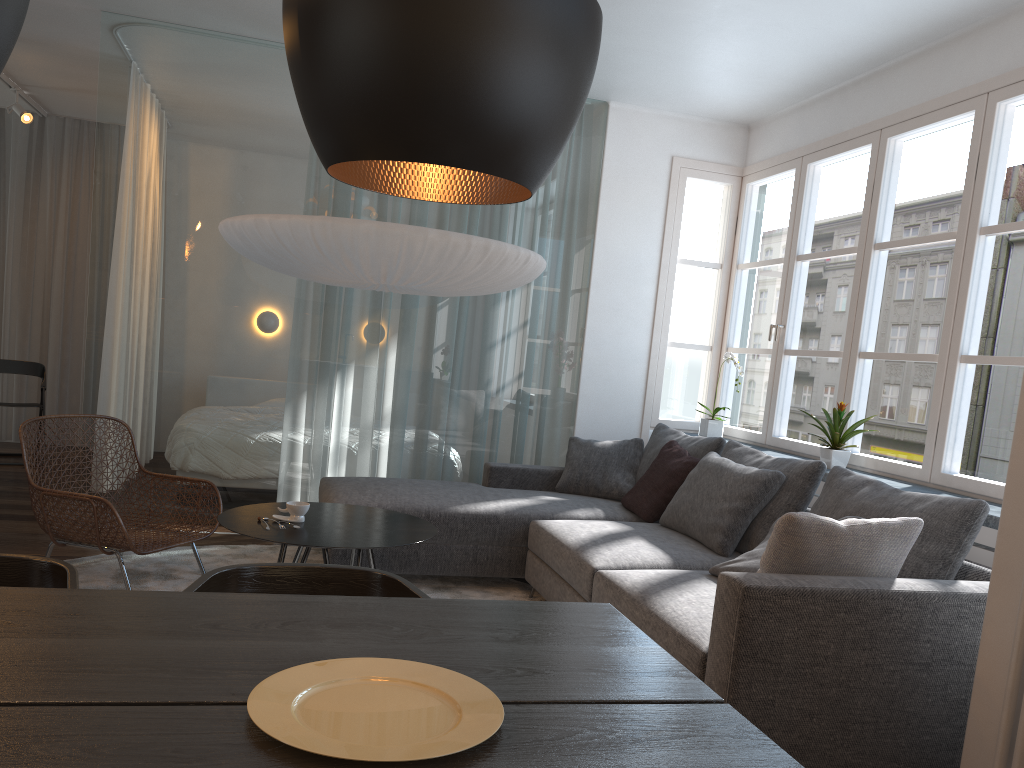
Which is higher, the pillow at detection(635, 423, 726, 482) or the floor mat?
the pillow at detection(635, 423, 726, 482)

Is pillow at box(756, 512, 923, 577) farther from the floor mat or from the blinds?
the blinds

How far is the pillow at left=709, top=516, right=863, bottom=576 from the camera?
3.2 meters

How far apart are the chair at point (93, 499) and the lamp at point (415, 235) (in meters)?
1.17

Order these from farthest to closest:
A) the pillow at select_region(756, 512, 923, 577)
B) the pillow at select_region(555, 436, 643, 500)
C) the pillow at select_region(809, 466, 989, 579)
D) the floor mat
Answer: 1. the pillow at select_region(555, 436, 643, 500)
2. the floor mat
3. the pillow at select_region(809, 466, 989, 579)
4. the pillow at select_region(756, 512, 923, 577)

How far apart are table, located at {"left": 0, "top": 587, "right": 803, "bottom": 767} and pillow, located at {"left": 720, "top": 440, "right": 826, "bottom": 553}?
2.0 meters

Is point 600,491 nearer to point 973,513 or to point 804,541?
point 973,513

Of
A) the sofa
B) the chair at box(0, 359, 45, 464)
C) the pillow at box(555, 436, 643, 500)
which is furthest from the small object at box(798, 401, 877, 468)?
the chair at box(0, 359, 45, 464)

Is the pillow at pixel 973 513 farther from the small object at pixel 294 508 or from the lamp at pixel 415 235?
the small object at pixel 294 508

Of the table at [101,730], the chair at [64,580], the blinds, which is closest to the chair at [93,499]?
the chair at [64,580]
